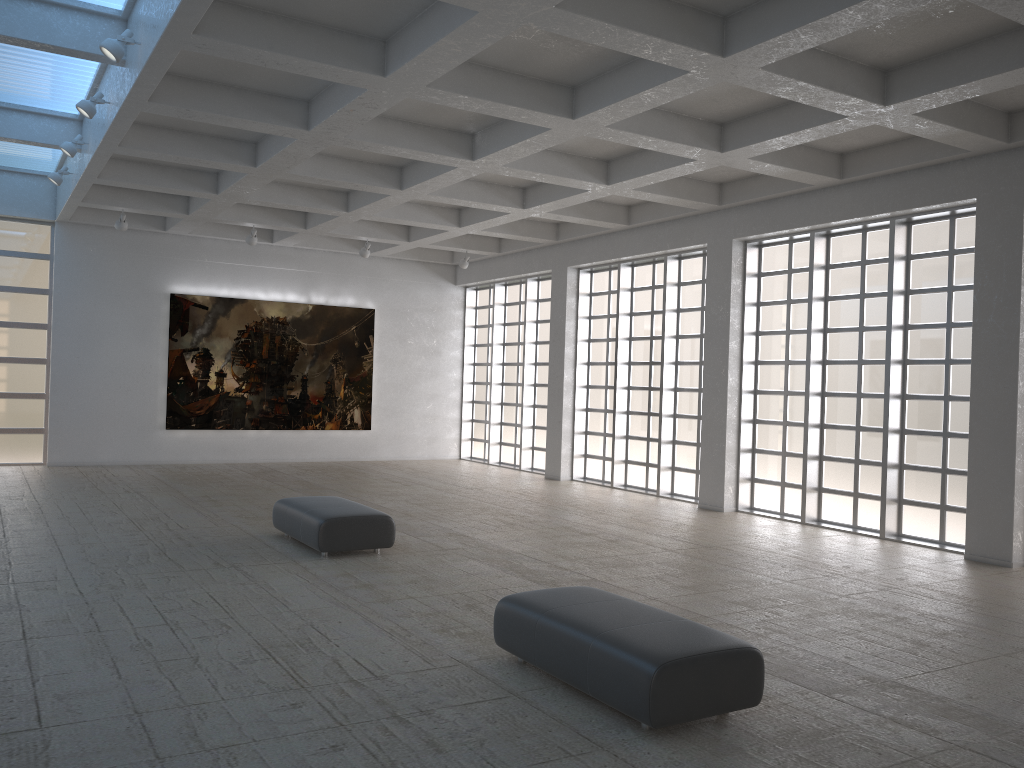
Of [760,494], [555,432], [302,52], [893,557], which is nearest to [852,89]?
[302,52]
